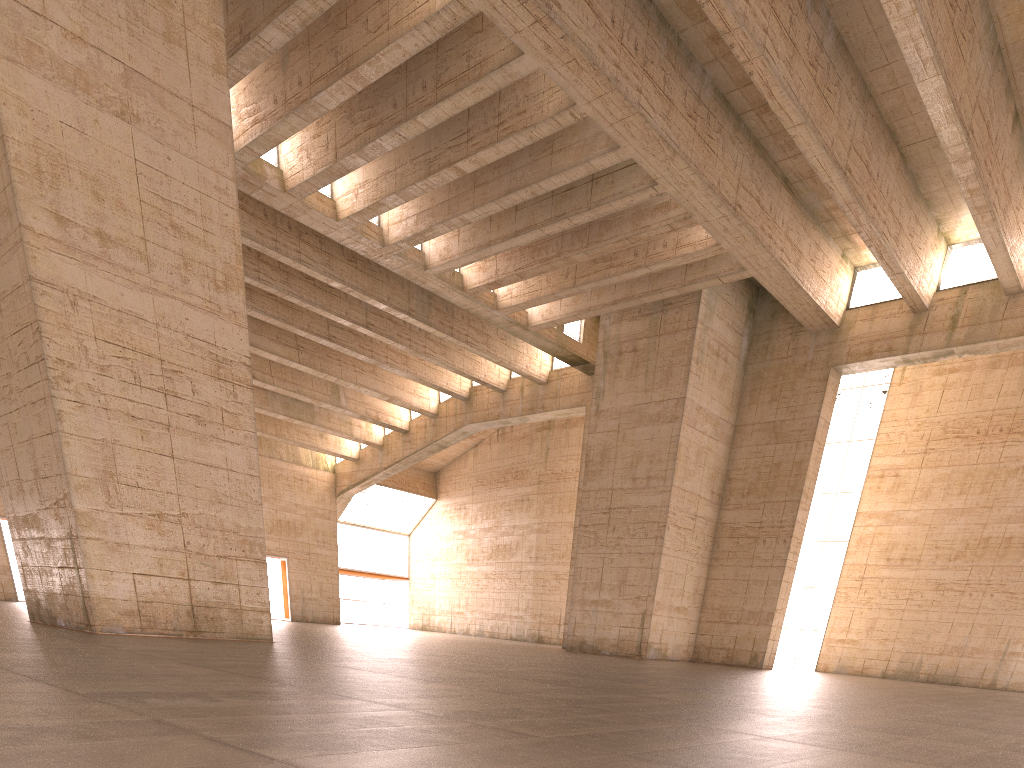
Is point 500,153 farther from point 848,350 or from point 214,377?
point 848,350

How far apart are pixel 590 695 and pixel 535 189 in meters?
15.4 m
